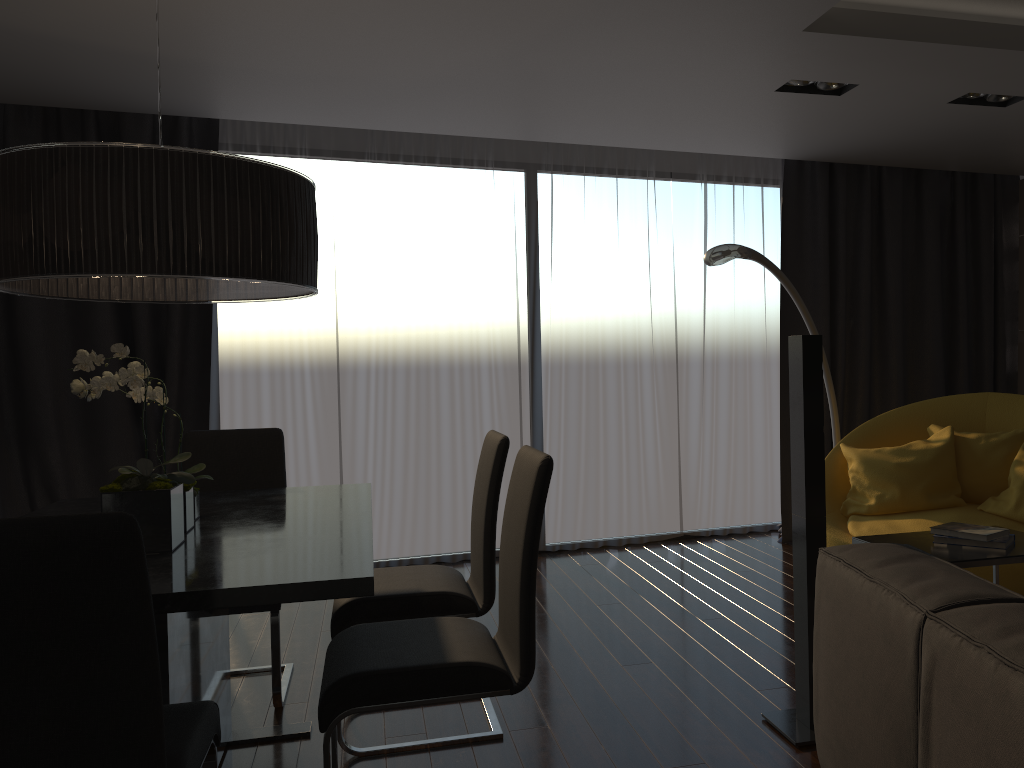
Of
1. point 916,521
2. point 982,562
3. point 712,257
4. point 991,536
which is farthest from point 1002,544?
point 712,257

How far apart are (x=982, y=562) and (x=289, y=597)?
2.02m

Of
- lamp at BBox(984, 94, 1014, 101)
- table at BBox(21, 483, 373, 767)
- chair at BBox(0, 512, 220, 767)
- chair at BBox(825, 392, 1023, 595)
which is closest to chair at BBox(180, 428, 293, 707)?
table at BBox(21, 483, 373, 767)

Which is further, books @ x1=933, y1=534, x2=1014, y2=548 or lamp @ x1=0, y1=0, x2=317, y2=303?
books @ x1=933, y1=534, x2=1014, y2=548

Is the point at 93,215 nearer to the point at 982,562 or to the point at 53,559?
the point at 53,559

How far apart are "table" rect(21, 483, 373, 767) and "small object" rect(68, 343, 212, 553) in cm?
1

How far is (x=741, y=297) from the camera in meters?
6.0

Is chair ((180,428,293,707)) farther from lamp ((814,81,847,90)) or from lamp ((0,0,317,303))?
lamp ((814,81,847,90))

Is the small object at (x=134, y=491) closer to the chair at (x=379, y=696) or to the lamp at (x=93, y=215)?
the lamp at (x=93, y=215)

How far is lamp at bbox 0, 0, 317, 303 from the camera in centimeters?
211cm
